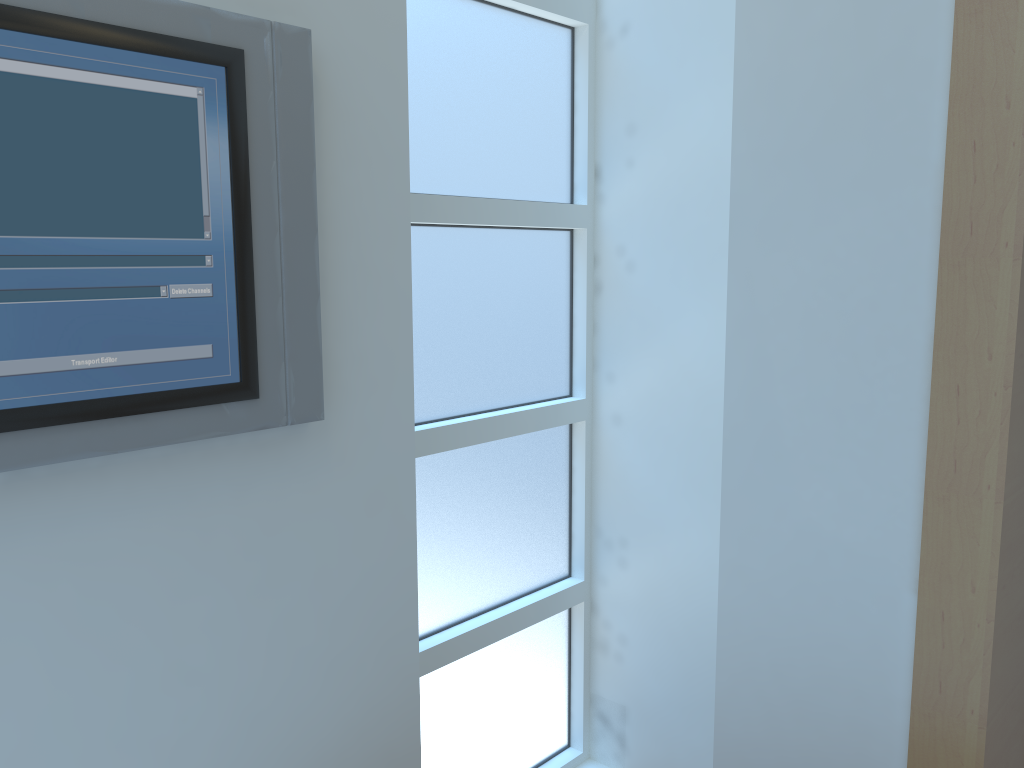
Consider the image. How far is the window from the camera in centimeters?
156cm

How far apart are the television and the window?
Result: 0.4 meters

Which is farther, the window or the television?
the window

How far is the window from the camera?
1.6 meters

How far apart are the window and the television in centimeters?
36cm

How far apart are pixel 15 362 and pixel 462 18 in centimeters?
99cm

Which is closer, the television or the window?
the television
